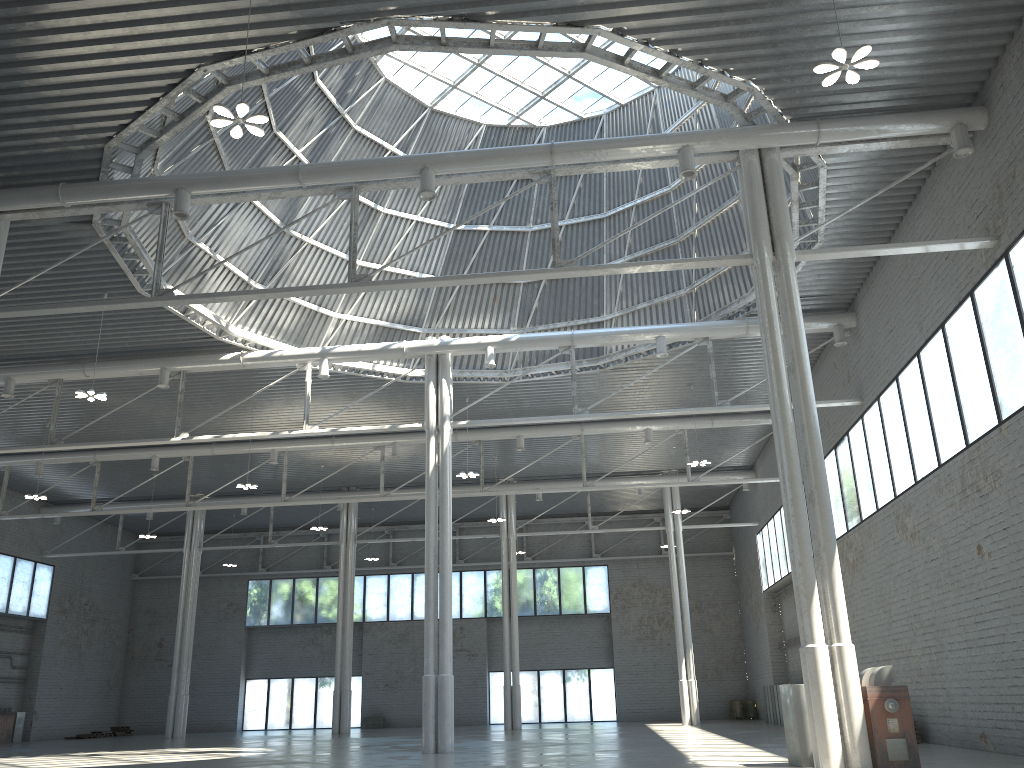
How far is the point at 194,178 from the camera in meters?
24.3

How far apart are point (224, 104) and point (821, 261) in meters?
21.4
